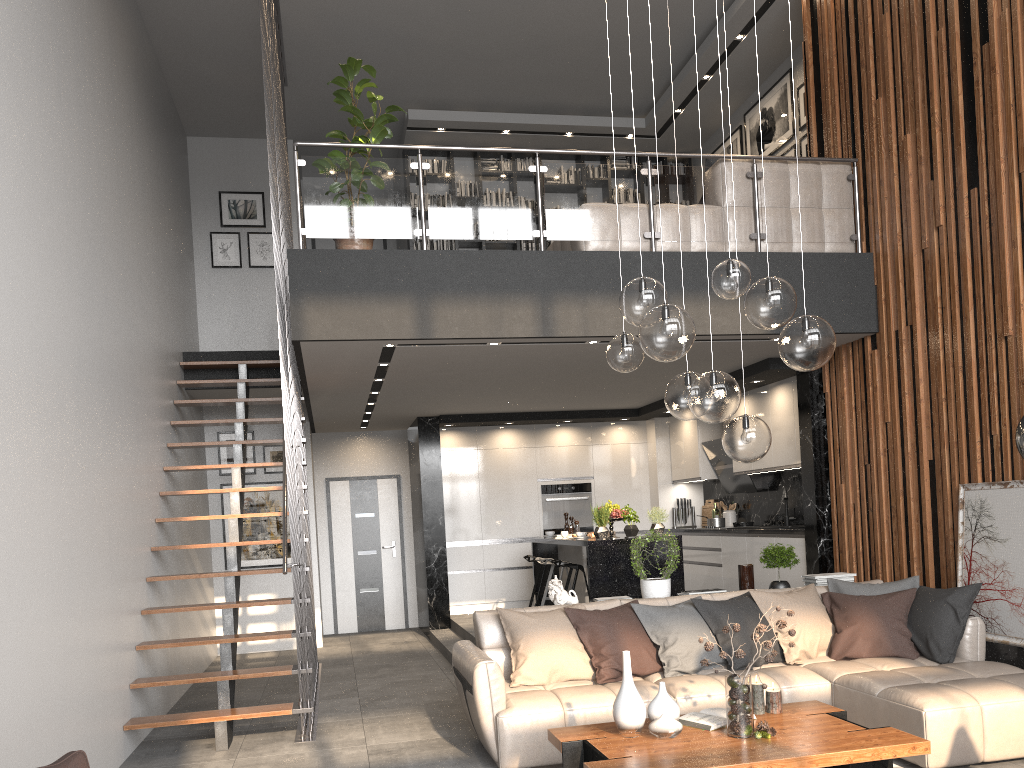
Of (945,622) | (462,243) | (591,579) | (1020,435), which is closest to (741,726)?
(1020,435)

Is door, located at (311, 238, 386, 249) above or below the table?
above

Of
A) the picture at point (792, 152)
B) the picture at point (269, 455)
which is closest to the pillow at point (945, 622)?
the picture at point (792, 152)

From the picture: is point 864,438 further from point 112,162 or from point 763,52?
point 112,162

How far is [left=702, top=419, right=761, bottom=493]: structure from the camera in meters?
9.5 m

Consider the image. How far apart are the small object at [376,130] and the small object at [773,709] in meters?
3.9

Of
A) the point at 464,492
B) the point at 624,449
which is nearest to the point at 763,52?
the point at 624,449

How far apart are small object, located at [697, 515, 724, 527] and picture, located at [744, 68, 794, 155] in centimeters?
399cm

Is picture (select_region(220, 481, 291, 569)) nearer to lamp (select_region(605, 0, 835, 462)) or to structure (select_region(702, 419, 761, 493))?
structure (select_region(702, 419, 761, 493))

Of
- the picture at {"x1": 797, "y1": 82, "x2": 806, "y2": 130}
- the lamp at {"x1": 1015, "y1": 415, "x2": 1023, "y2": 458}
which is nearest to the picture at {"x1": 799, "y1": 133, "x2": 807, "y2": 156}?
the picture at {"x1": 797, "y1": 82, "x2": 806, "y2": 130}
